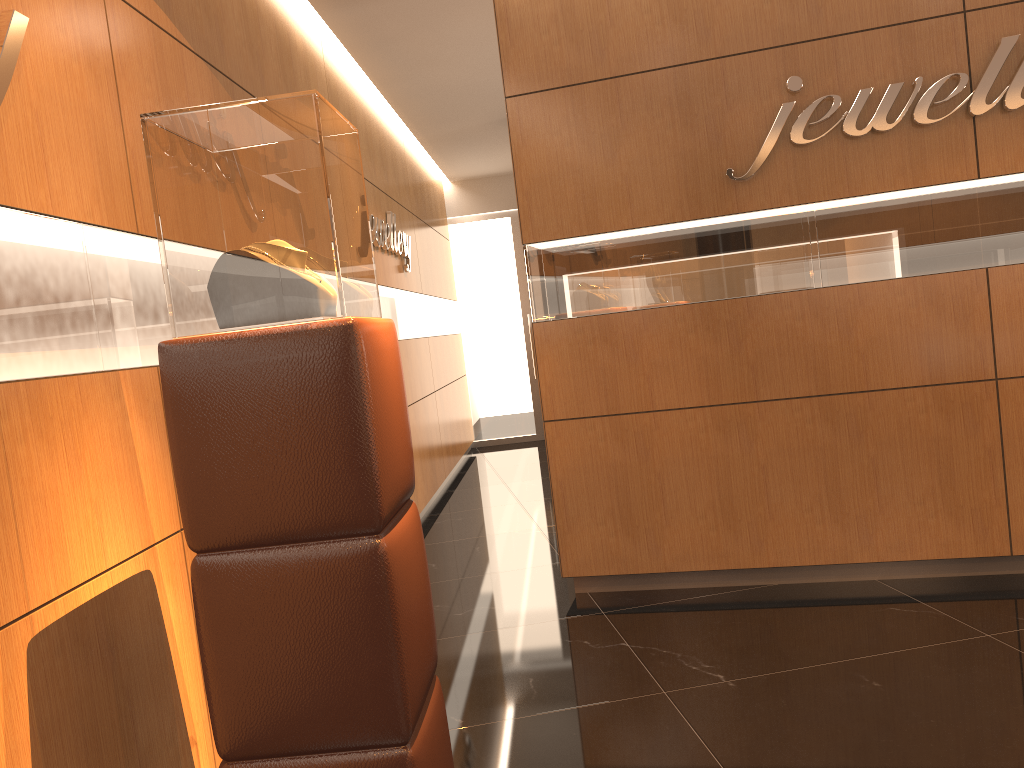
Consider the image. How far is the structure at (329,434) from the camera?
1.9m

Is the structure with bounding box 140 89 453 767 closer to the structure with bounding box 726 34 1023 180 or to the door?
the structure with bounding box 726 34 1023 180

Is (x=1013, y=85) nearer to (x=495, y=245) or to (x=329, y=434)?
(x=329, y=434)

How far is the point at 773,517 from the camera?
4.4 meters

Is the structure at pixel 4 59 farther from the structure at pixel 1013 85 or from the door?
the door

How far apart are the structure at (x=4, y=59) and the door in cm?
890

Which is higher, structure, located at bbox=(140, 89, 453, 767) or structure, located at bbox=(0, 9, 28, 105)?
structure, located at bbox=(0, 9, 28, 105)

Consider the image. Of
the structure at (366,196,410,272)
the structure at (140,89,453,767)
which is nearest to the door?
the structure at (366,196,410,272)

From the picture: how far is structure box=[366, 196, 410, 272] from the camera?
6.2 meters

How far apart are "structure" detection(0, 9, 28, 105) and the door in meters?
8.9
